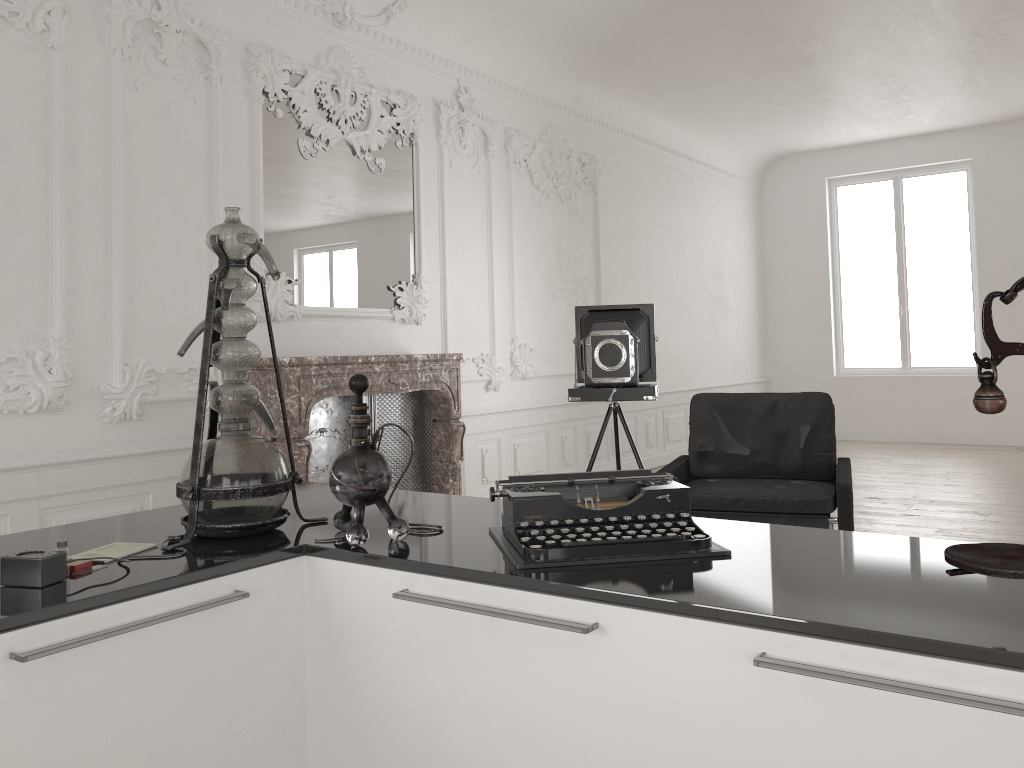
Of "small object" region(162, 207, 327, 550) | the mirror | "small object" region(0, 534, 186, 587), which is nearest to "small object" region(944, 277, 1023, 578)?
"small object" region(162, 207, 327, 550)

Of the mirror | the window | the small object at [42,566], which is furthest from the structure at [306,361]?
the window

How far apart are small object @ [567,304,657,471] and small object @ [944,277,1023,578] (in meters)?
3.98

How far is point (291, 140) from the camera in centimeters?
536cm

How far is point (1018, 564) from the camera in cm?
106

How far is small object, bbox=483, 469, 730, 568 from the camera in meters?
1.5 m

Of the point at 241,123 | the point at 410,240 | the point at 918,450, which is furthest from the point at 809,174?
the point at 241,123

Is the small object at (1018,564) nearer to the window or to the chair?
the chair

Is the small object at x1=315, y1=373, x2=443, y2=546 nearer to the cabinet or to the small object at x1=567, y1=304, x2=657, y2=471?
the cabinet

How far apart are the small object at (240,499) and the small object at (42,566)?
0.0 meters
